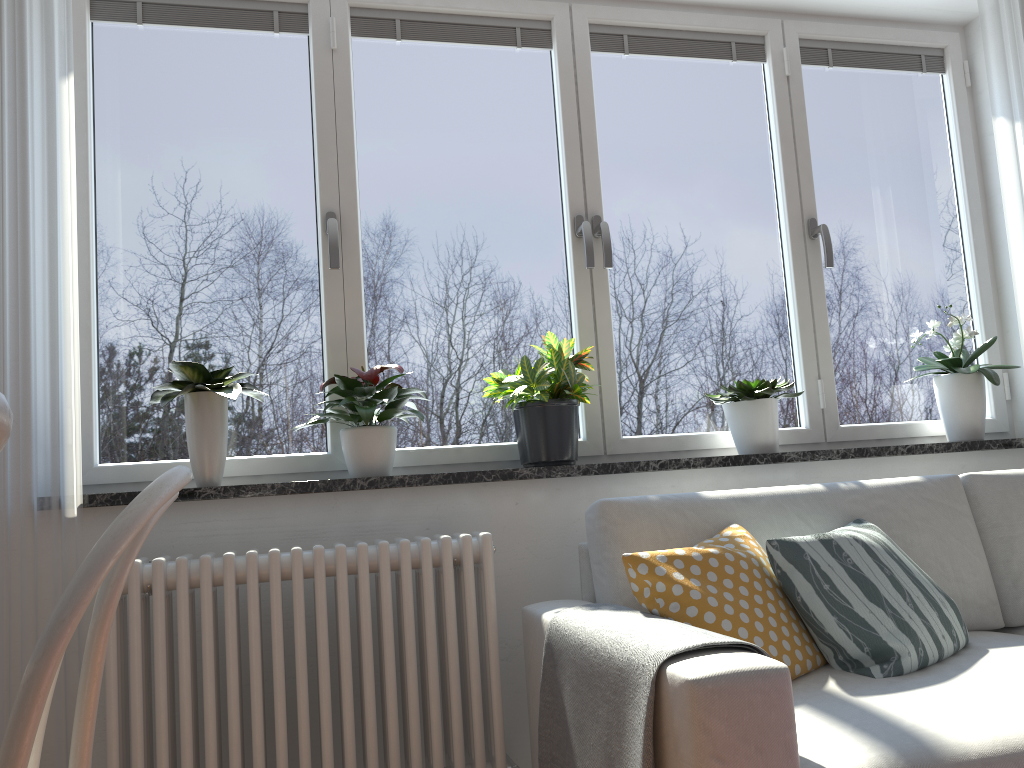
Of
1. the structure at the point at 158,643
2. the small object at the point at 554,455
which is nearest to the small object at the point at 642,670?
the structure at the point at 158,643

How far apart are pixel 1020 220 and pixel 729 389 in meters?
1.1 m

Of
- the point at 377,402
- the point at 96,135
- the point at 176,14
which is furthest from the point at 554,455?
the point at 176,14

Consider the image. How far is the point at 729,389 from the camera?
2.60m

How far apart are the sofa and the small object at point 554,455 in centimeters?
29cm

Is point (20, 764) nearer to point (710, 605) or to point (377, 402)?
point (710, 605)

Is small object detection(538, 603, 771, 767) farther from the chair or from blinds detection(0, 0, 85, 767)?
blinds detection(0, 0, 85, 767)

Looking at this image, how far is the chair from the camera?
0.7m

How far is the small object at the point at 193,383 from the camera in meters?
2.2

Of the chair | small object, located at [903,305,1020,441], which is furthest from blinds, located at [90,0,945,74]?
the chair
